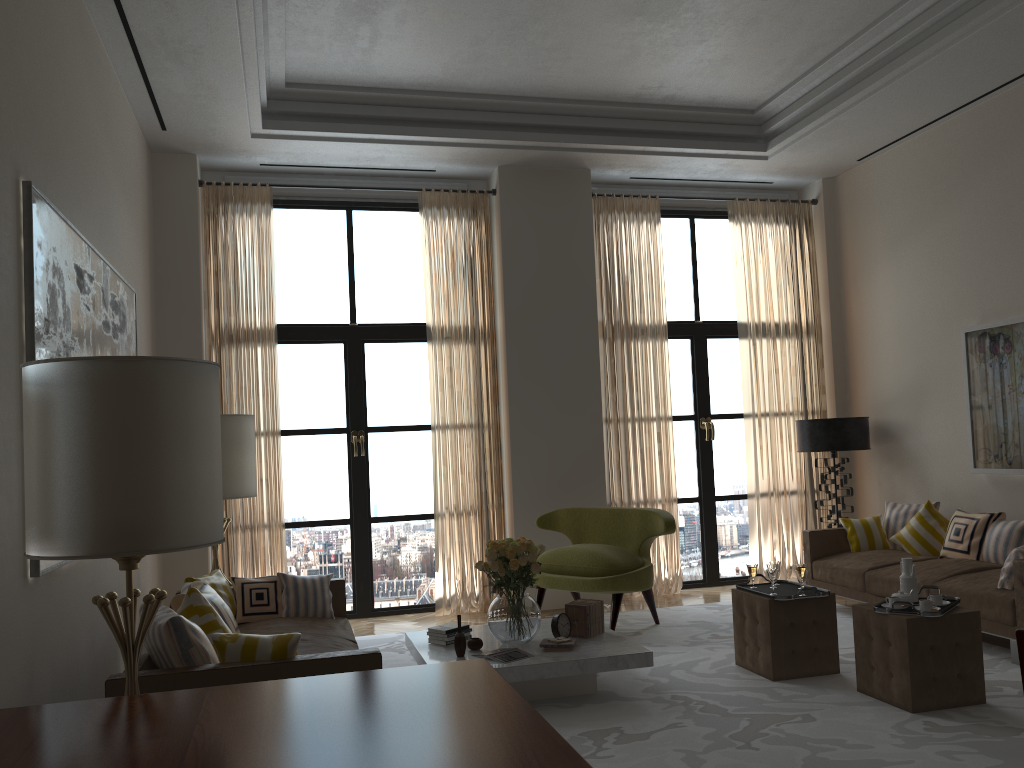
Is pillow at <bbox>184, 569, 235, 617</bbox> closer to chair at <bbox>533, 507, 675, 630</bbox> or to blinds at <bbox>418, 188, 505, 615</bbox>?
chair at <bbox>533, 507, 675, 630</bbox>

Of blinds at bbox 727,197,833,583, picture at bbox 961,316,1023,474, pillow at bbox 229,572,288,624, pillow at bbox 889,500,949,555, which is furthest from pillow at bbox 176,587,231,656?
blinds at bbox 727,197,833,583

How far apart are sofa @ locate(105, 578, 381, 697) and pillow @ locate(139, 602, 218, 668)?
0.0 meters

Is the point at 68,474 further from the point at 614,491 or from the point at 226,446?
the point at 614,491

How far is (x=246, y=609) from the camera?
6.8m

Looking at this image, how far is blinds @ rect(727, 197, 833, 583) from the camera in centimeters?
1090cm

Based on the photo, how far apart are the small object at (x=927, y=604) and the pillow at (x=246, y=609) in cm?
467

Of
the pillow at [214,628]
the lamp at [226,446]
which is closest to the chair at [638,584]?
the lamp at [226,446]

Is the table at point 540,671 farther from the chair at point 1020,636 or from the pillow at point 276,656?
the chair at point 1020,636

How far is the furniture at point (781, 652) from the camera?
6.62m
